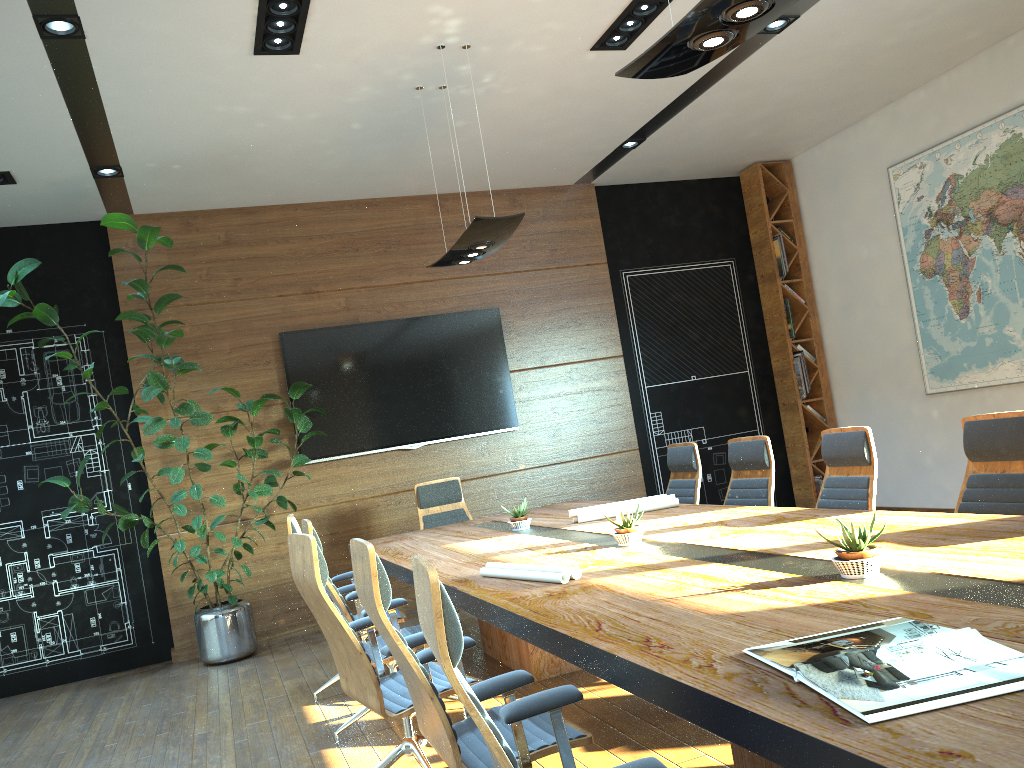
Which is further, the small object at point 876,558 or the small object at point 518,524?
the small object at point 518,524

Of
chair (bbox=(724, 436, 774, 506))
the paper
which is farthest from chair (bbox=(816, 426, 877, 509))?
the paper

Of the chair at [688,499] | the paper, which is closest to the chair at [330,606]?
the paper

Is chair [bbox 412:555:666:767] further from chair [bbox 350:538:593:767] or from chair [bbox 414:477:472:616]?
chair [bbox 414:477:472:616]

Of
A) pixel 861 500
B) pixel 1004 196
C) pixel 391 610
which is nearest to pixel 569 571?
pixel 391 610

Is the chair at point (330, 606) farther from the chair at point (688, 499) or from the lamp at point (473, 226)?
the chair at point (688, 499)

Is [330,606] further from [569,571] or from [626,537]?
[626,537]

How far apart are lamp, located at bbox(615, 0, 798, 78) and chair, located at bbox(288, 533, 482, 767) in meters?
2.1 m

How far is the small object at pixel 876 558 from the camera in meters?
2.5

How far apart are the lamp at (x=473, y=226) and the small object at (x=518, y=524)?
1.62m
